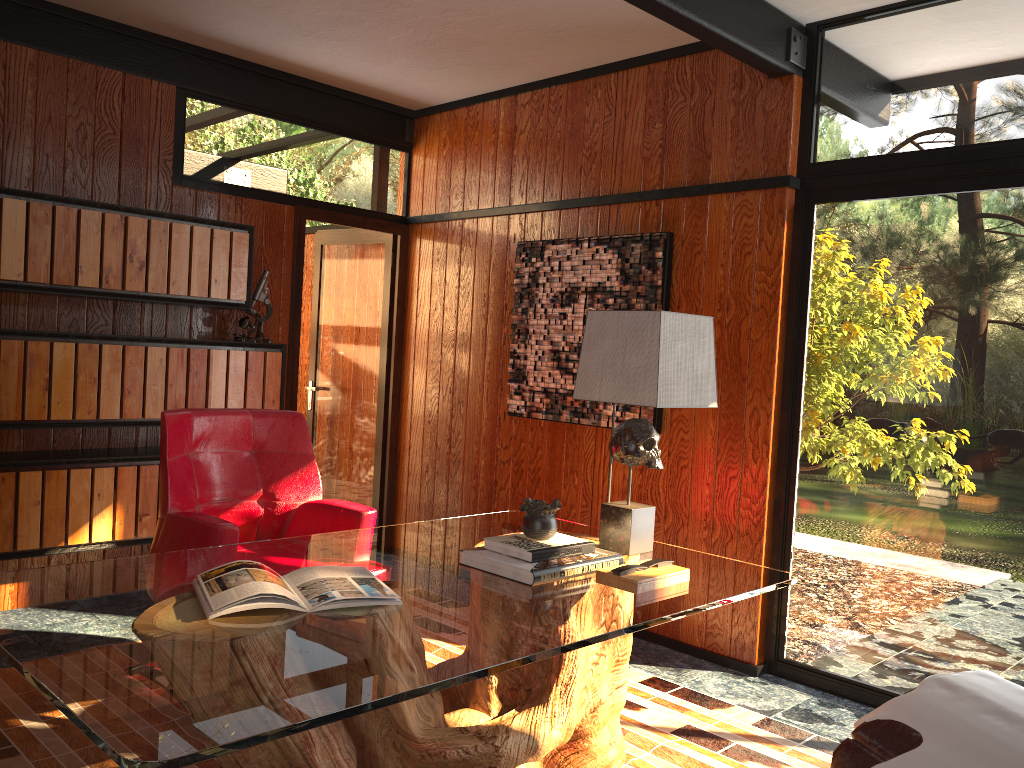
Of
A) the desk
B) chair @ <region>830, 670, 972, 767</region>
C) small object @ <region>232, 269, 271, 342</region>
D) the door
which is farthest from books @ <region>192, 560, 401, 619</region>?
the door

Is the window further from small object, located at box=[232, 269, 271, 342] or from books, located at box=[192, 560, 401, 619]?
small object, located at box=[232, 269, 271, 342]

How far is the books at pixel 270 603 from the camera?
1.9 meters

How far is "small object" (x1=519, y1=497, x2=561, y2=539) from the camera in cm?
246

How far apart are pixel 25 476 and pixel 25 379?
0.4 meters

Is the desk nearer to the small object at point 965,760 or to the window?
the small object at point 965,760

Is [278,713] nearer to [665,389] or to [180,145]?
[665,389]

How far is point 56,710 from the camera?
2.8m

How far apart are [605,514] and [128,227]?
2.37m

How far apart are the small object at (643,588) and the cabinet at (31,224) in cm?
246
